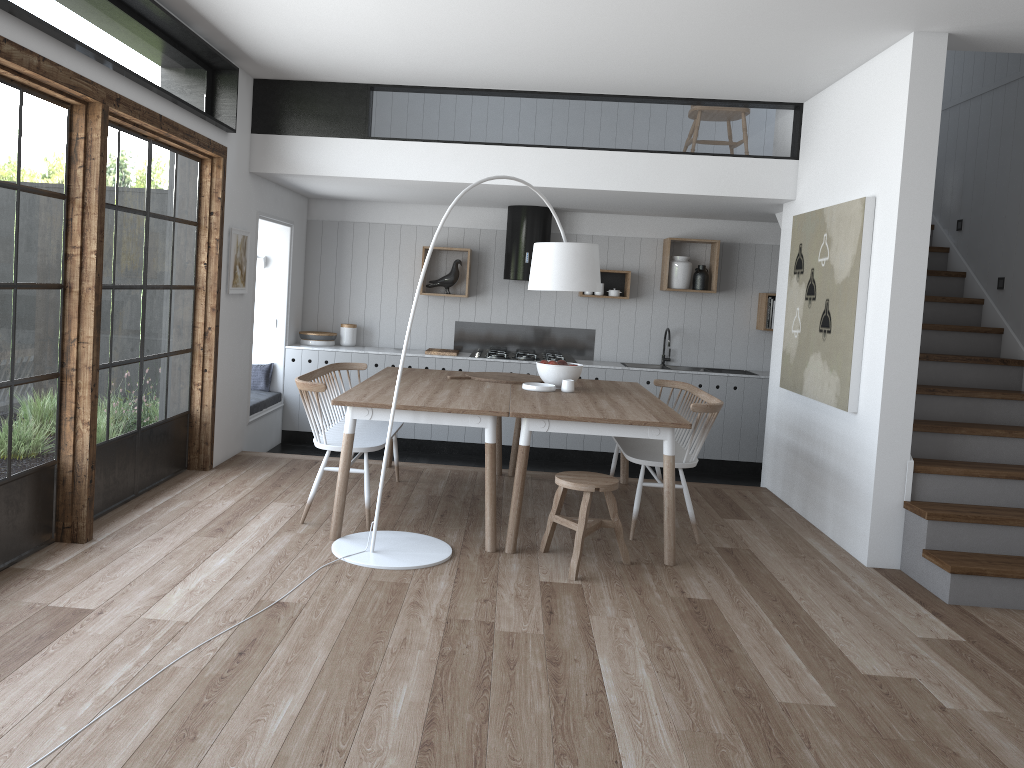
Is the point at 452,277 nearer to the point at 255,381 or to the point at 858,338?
the point at 255,381

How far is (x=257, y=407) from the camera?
7.2m

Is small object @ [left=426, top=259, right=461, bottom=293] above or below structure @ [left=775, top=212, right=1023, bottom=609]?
above

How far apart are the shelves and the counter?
0.5 meters

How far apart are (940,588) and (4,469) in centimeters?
445cm

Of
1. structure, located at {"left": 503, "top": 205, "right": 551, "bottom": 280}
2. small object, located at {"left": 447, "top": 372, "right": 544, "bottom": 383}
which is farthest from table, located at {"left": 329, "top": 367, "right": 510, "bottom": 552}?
structure, located at {"left": 503, "top": 205, "right": 551, "bottom": 280}

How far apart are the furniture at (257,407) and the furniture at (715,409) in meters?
3.0

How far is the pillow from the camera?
7.9m

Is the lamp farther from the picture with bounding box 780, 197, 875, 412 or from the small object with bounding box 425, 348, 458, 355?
the small object with bounding box 425, 348, 458, 355

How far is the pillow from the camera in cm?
786
